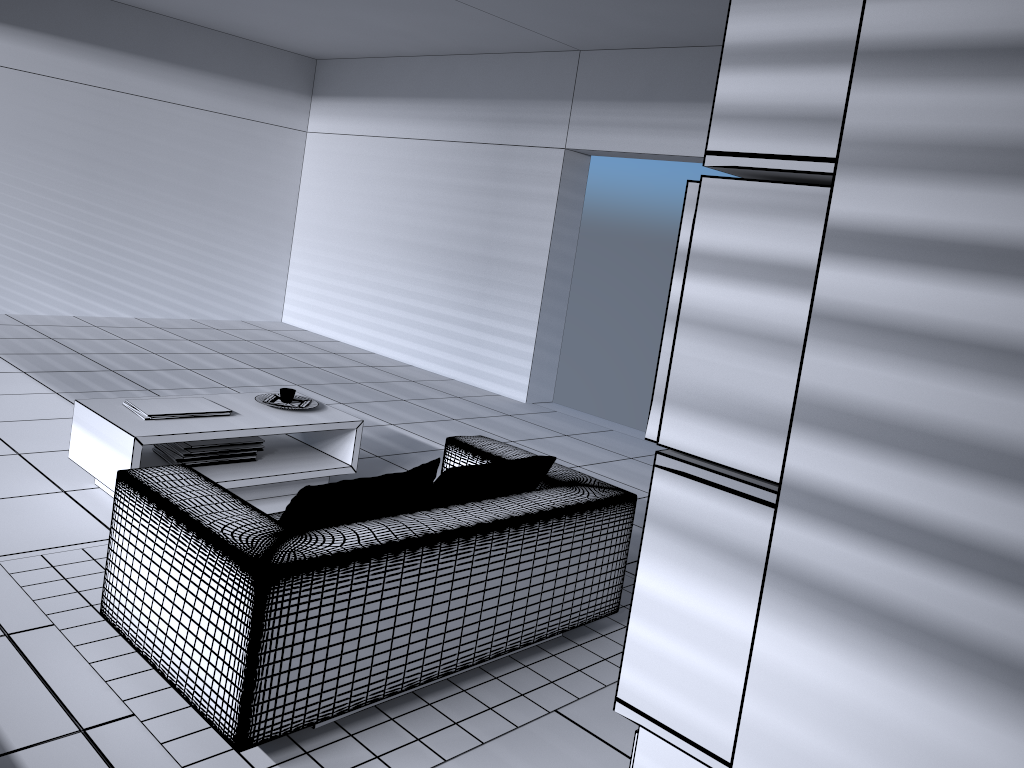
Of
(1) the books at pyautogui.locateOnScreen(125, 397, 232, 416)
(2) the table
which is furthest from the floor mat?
(1) the books at pyautogui.locateOnScreen(125, 397, 232, 416)

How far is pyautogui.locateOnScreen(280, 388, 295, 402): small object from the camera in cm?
462

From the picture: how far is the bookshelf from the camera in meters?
1.2

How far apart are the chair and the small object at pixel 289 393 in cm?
116

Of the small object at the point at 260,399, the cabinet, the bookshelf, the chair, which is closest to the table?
the small object at the point at 260,399

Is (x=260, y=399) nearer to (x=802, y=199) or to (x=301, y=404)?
(x=301, y=404)

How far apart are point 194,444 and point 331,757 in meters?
2.1 m

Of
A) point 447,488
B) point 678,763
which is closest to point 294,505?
point 447,488

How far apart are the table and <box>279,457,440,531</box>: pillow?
1.42m

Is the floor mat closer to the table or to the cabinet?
the table
